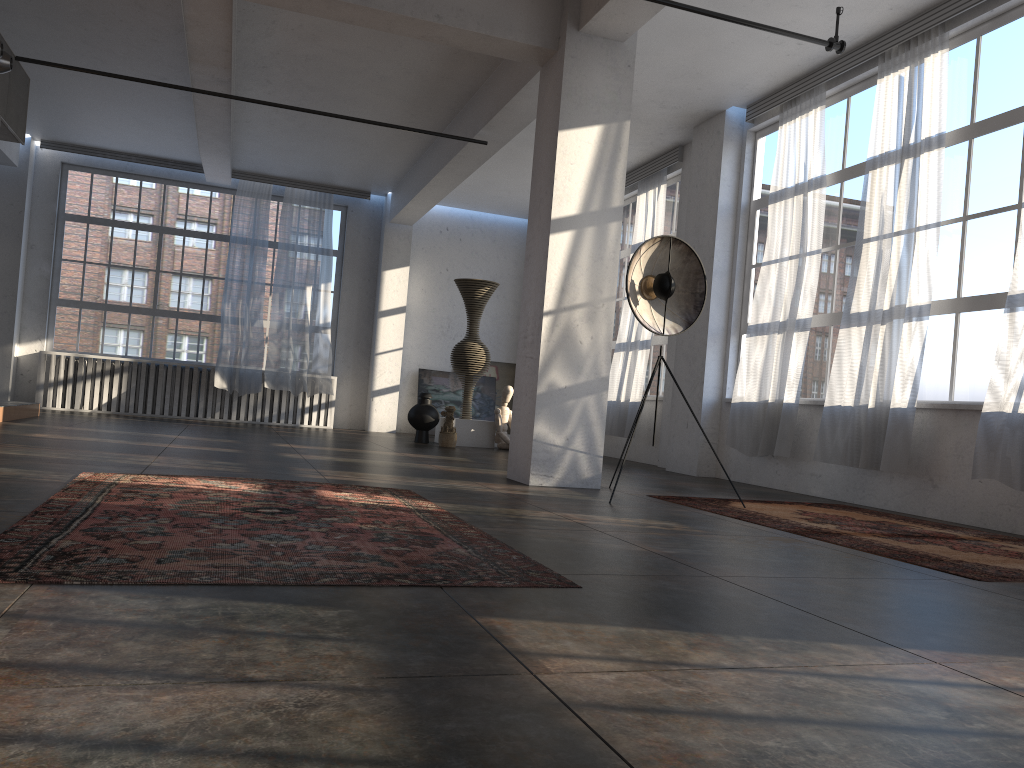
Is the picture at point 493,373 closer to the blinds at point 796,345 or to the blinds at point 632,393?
the blinds at point 632,393

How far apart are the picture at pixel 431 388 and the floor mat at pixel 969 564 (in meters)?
9.22

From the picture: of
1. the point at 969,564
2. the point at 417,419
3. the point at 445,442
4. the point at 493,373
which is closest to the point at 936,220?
the point at 969,564

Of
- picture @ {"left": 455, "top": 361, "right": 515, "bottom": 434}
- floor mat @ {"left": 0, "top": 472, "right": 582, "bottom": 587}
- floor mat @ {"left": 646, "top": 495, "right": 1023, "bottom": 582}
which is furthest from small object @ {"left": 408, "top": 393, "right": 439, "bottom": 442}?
floor mat @ {"left": 0, "top": 472, "right": 582, "bottom": 587}

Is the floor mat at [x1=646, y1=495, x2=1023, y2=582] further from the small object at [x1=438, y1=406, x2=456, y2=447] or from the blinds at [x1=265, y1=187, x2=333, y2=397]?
the blinds at [x1=265, y1=187, x2=333, y2=397]

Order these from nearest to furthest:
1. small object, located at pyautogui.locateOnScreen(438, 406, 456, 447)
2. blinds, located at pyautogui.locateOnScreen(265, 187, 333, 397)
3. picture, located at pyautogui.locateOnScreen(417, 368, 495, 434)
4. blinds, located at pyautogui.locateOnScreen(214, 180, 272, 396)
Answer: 1. small object, located at pyautogui.locateOnScreen(438, 406, 456, 447)
2. blinds, located at pyautogui.locateOnScreen(214, 180, 272, 396)
3. blinds, located at pyautogui.locateOnScreen(265, 187, 333, 397)
4. picture, located at pyautogui.locateOnScreen(417, 368, 495, 434)

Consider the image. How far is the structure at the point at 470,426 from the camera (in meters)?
12.16

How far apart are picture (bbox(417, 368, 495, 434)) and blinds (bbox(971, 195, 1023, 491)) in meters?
10.3

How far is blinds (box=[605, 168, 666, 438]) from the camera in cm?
1128

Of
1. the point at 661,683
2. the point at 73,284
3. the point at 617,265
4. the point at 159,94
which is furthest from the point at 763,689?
the point at 73,284
